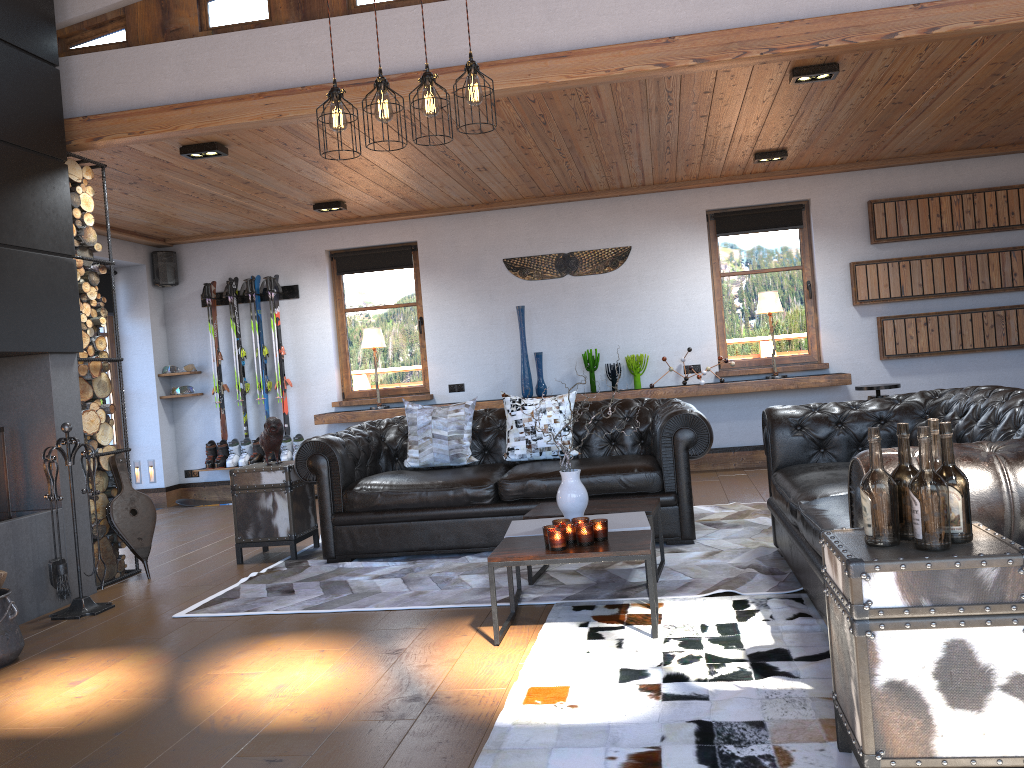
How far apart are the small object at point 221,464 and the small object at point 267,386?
0.68m

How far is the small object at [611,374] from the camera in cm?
825

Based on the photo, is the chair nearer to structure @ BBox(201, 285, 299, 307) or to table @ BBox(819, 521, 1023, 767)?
table @ BBox(819, 521, 1023, 767)

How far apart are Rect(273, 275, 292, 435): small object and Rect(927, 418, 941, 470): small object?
7.40m

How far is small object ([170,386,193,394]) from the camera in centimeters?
894cm

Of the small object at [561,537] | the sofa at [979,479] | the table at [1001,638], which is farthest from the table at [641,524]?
the table at [1001,638]

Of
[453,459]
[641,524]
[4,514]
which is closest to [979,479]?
[641,524]

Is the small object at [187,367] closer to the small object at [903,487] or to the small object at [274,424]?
the small object at [274,424]

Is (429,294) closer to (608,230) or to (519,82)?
(608,230)

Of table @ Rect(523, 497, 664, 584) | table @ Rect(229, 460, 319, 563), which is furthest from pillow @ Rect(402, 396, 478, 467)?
table @ Rect(523, 497, 664, 584)
